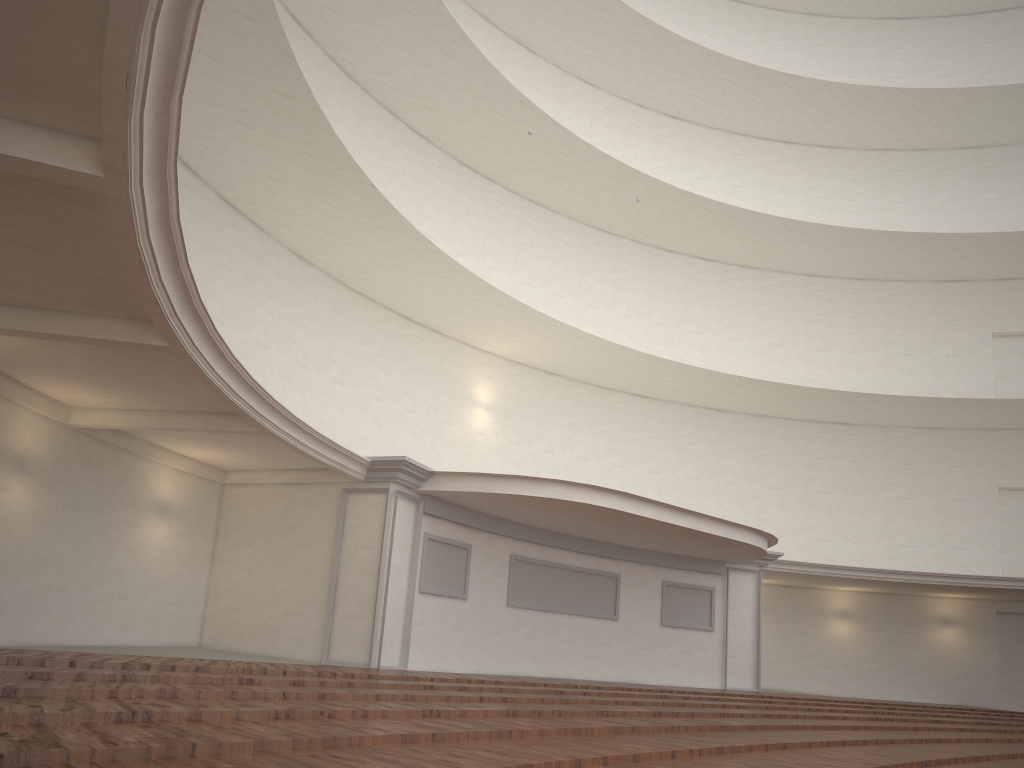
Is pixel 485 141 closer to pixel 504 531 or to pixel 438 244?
pixel 438 244
